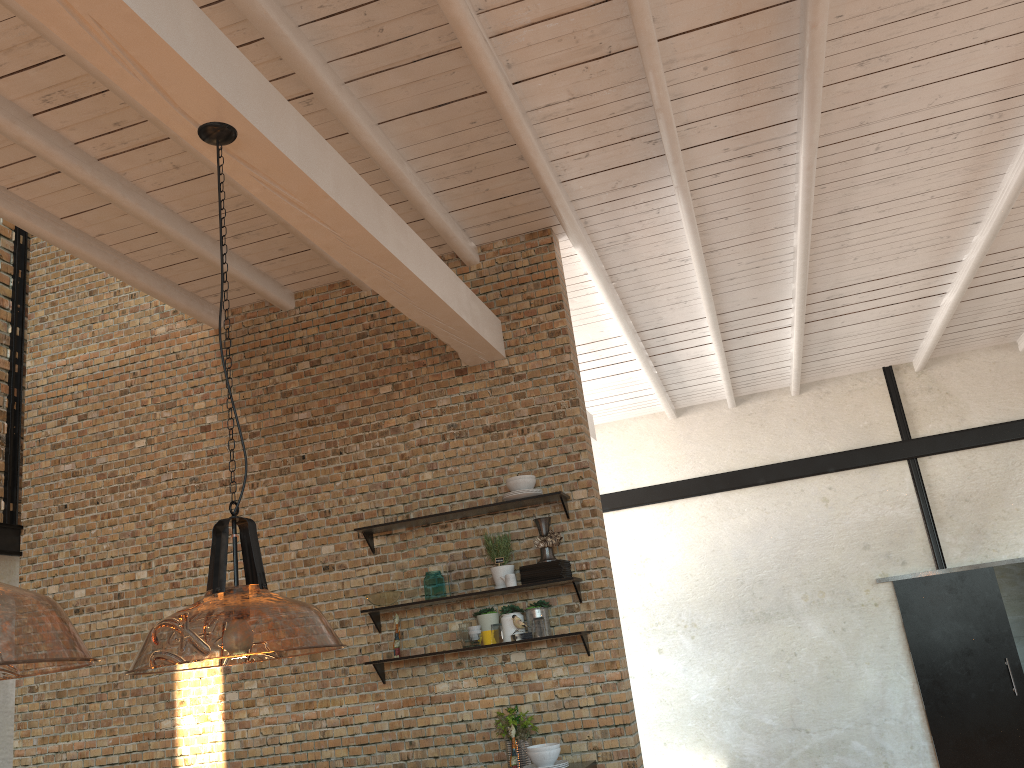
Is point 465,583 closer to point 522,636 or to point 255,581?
point 522,636

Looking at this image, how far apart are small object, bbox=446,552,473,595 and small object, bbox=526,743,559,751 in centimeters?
100cm

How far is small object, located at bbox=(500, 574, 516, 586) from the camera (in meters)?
5.06

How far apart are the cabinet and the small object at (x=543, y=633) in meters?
0.7

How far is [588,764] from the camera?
4.8m

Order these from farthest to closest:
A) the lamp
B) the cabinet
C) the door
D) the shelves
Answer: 1. the door
2. the shelves
3. the cabinet
4. the lamp

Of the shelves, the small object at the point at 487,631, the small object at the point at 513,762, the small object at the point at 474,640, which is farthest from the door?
the small object at the point at 513,762

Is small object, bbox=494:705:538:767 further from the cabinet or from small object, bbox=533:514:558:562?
small object, bbox=533:514:558:562

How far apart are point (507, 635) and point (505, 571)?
0.36m

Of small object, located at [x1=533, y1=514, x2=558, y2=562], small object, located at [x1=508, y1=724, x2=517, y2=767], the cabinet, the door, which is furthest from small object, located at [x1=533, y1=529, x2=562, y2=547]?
the door
